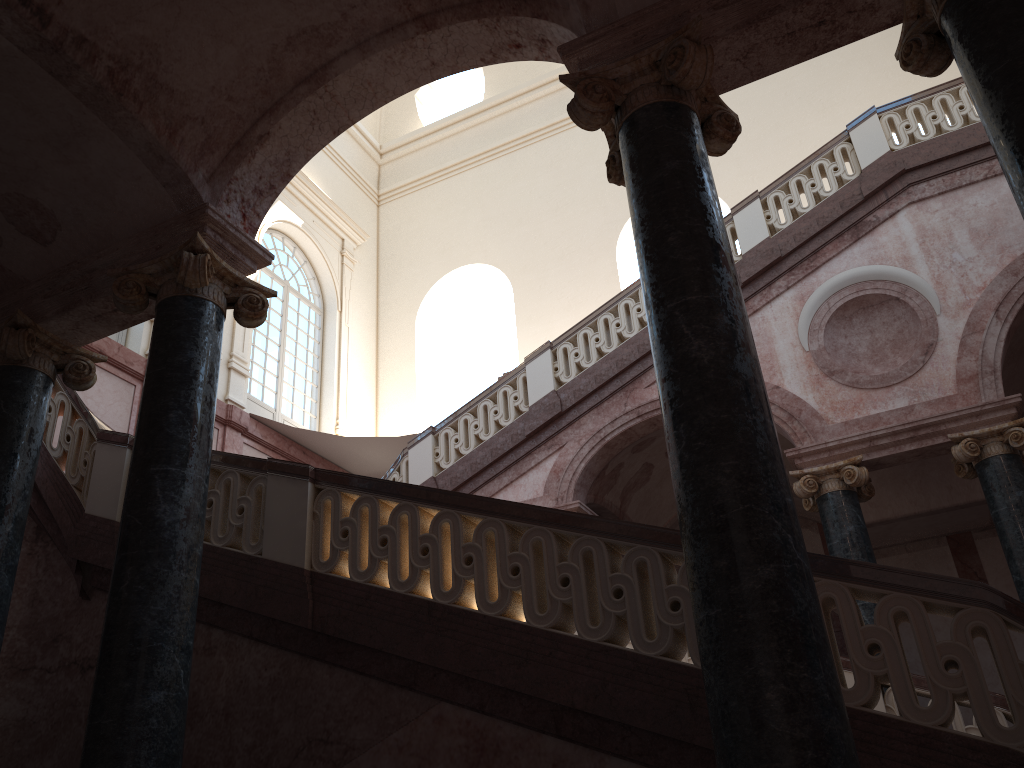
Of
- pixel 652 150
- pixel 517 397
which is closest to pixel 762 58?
pixel 652 150

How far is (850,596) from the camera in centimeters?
393cm
